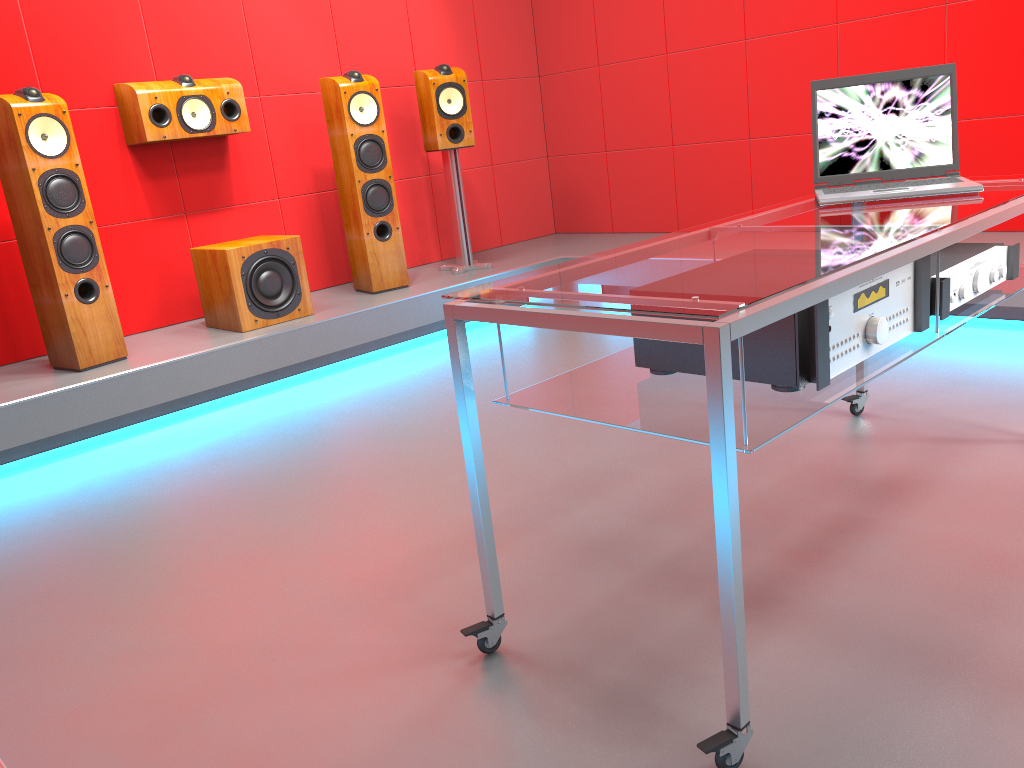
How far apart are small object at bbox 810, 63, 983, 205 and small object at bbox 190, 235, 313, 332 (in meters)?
2.40

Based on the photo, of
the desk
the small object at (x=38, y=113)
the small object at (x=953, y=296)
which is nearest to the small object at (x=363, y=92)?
the small object at (x=38, y=113)

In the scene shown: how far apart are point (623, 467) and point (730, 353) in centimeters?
138cm

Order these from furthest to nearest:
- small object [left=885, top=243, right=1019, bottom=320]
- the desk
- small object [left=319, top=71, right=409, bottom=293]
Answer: small object [left=319, top=71, right=409, bottom=293] → small object [left=885, top=243, right=1019, bottom=320] → the desk

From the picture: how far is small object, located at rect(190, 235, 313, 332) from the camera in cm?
376

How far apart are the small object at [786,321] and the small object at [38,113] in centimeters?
257cm

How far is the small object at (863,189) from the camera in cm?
213

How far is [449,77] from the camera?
4.5 meters

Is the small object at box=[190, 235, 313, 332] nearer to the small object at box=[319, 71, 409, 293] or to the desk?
the small object at box=[319, 71, 409, 293]

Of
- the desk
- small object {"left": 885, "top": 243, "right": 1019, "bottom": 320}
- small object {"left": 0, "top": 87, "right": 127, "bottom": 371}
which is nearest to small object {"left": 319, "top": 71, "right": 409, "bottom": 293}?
small object {"left": 0, "top": 87, "right": 127, "bottom": 371}
